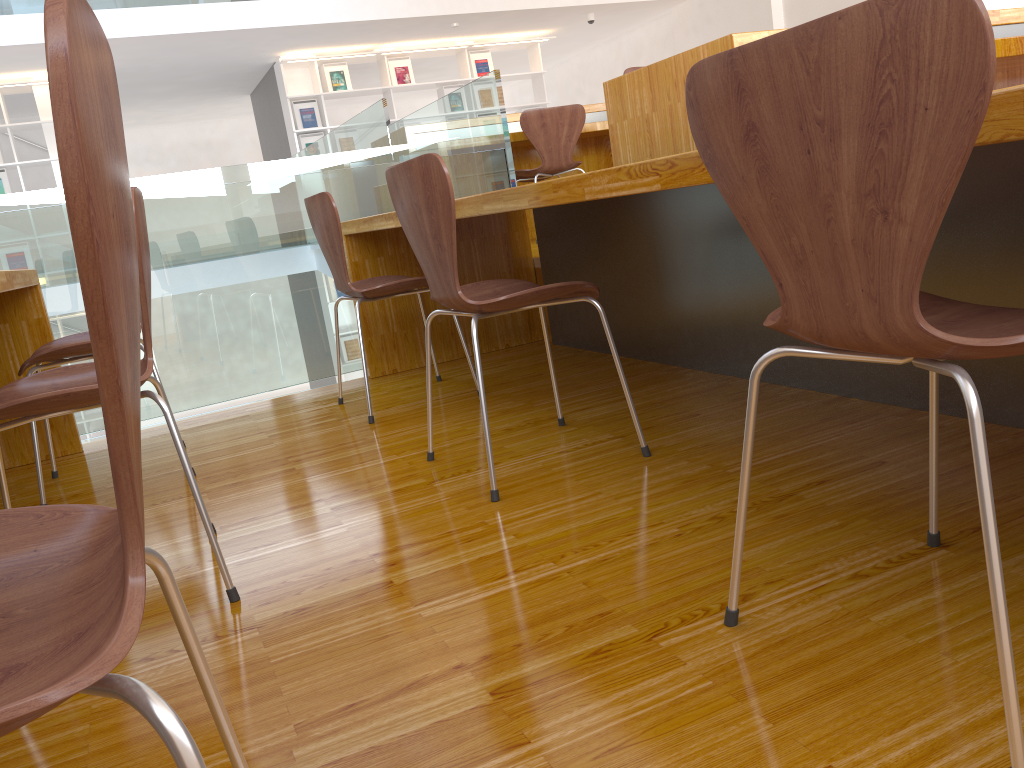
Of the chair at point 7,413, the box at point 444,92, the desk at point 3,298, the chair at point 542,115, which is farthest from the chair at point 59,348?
the box at point 444,92

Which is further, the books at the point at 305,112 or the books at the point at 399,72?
the books at the point at 399,72

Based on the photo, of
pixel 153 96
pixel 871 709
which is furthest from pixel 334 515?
pixel 153 96

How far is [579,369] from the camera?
3.0m

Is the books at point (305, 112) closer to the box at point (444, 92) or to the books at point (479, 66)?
the box at point (444, 92)

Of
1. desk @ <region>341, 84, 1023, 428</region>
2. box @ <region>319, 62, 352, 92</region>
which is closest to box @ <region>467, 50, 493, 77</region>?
box @ <region>319, 62, 352, 92</region>

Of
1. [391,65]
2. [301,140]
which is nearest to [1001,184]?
[301,140]

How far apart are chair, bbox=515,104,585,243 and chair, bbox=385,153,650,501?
2.7 meters

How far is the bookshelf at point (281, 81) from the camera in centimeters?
882cm

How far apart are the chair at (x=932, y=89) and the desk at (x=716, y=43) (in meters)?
1.60
